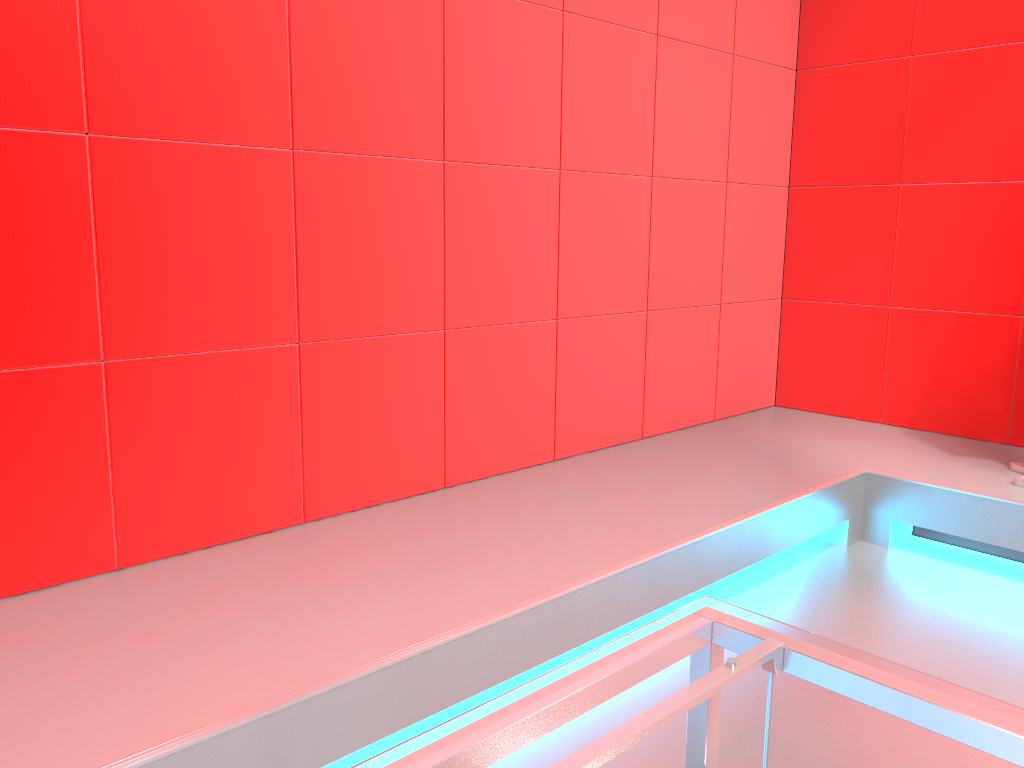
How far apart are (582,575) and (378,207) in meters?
1.2 m

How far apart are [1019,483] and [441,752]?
2.8m

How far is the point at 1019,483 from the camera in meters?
2.9 m

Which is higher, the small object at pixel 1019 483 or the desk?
→ the desk

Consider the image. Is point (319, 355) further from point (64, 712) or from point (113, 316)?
point (64, 712)

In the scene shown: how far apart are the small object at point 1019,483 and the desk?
2.45m

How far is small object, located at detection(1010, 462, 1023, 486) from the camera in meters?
2.9

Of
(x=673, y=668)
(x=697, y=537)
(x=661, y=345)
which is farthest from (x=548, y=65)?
(x=673, y=668)

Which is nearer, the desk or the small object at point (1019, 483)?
the desk

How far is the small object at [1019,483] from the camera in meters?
2.9
